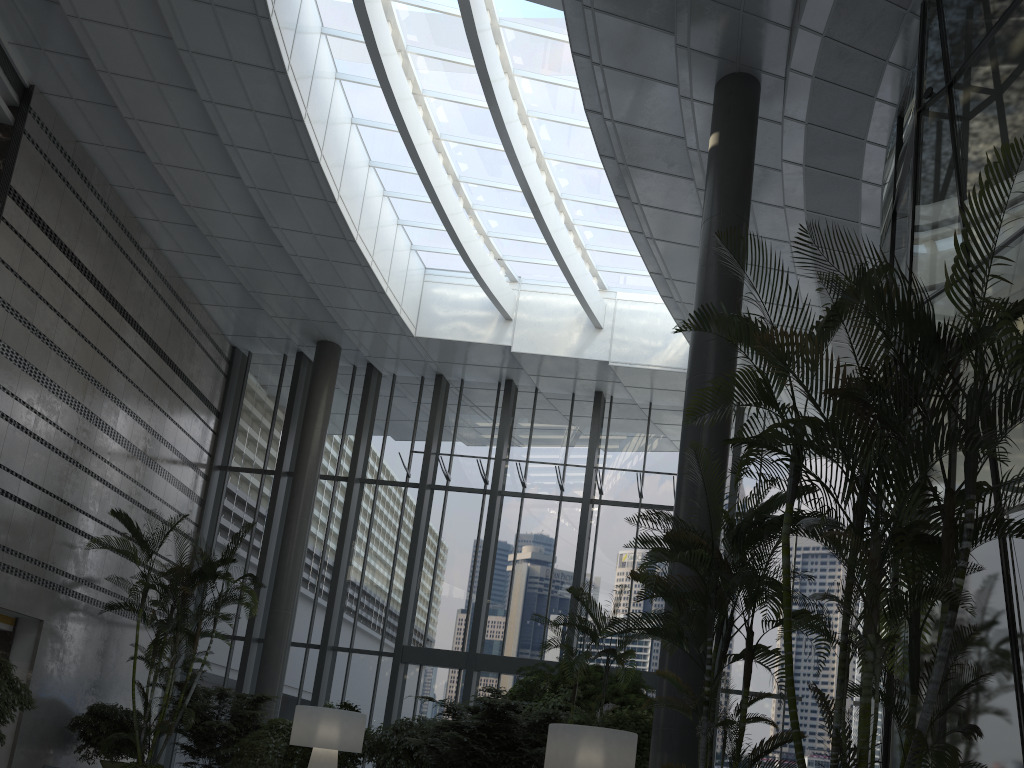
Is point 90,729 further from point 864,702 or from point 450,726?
point 864,702

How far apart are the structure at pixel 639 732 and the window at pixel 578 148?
5.41m

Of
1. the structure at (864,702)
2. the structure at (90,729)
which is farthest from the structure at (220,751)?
the structure at (864,702)

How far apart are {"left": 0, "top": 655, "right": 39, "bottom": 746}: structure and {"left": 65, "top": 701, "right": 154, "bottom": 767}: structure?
1.5 meters

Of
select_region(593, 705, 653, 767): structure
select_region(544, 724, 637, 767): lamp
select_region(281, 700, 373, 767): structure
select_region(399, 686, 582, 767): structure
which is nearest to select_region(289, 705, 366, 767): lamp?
select_region(399, 686, 582, 767): structure

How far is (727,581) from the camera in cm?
546

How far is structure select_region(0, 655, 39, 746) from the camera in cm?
964

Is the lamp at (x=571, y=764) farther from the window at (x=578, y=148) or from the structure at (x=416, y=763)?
the window at (x=578, y=148)

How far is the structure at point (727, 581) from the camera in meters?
5.5

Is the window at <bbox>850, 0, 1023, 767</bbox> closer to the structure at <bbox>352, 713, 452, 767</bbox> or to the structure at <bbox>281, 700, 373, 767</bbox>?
the structure at <bbox>352, 713, 452, 767</bbox>
